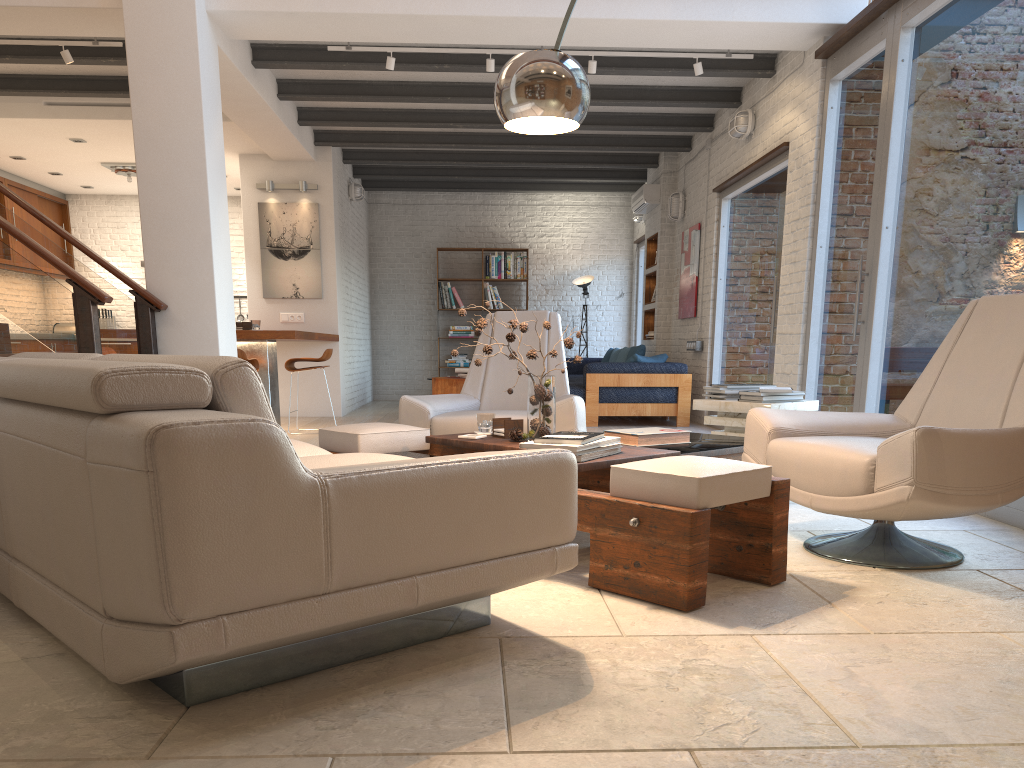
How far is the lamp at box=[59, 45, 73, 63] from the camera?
6.55m

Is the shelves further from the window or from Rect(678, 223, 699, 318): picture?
the window

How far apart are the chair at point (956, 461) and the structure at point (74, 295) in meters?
3.6 m

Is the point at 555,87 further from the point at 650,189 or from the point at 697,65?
the point at 650,189

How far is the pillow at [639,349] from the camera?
10.10m

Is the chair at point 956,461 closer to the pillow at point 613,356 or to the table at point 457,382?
the table at point 457,382

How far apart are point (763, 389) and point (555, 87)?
2.3 meters

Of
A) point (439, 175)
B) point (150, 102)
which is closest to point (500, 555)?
point (150, 102)

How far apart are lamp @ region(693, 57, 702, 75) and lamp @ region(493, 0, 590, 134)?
4.10m

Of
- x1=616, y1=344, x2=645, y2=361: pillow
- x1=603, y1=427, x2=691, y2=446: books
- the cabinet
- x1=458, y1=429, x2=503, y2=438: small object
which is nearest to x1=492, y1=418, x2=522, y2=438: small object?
x1=458, y1=429, x2=503, y2=438: small object
